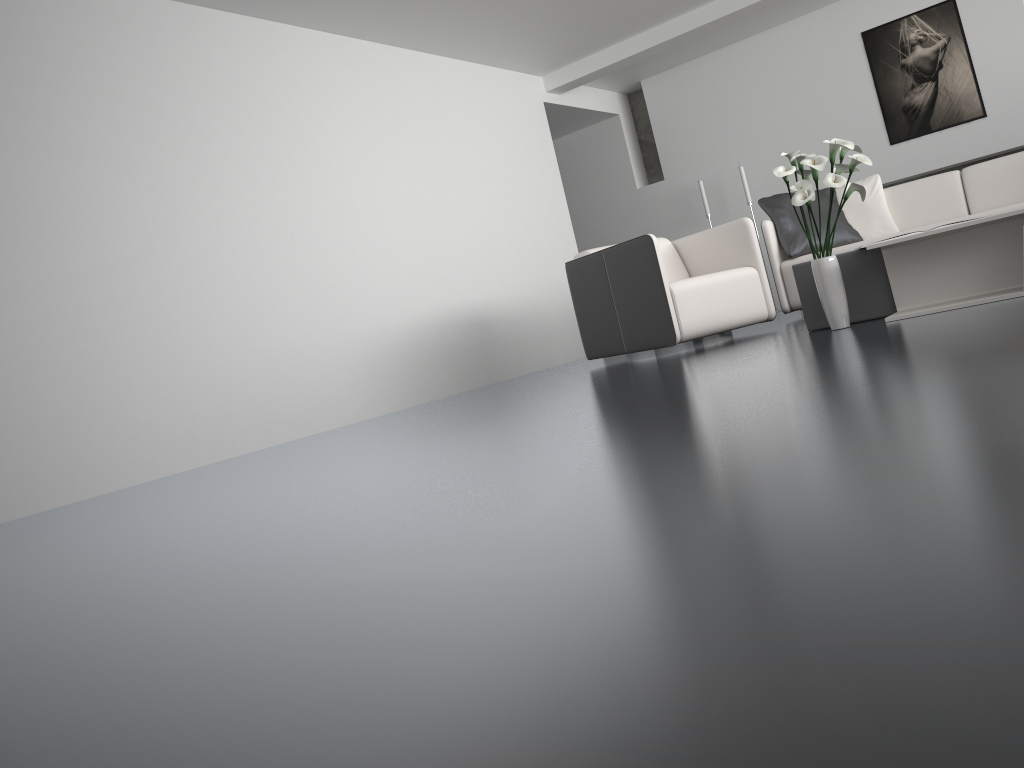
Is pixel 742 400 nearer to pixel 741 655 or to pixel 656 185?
pixel 741 655

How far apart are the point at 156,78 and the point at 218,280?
→ 1.1 meters

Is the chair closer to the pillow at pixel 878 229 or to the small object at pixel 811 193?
the small object at pixel 811 193

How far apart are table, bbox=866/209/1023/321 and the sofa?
1.56m

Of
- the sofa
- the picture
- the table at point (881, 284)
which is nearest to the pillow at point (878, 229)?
the sofa

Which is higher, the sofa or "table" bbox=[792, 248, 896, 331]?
the sofa

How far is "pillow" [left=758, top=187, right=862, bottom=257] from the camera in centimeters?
550cm

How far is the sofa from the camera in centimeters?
529cm

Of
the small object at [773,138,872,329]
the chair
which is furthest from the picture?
the small object at [773,138,872,329]

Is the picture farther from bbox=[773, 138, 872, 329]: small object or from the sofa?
bbox=[773, 138, 872, 329]: small object
